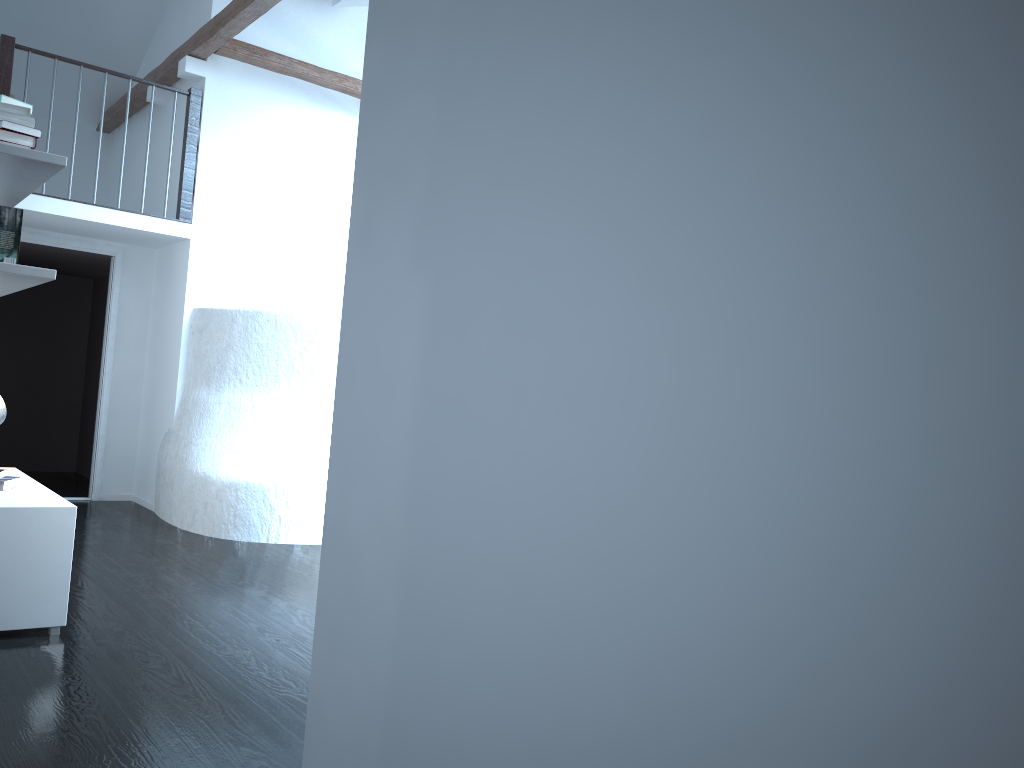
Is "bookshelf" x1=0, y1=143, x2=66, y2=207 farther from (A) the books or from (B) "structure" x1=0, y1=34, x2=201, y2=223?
(B) "structure" x1=0, y1=34, x2=201, y2=223

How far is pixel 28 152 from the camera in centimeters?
336cm

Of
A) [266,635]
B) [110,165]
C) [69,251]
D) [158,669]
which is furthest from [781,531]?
[110,165]

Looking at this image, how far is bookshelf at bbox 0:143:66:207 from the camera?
3.4 meters

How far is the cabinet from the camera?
3.37m

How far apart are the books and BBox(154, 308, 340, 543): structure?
2.0 meters

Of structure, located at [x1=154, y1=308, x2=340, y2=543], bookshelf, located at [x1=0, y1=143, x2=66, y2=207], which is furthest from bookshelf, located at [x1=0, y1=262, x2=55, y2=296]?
structure, located at [x1=154, y1=308, x2=340, y2=543]

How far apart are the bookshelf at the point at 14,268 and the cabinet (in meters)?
0.88

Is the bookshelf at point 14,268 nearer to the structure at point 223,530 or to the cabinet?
the cabinet

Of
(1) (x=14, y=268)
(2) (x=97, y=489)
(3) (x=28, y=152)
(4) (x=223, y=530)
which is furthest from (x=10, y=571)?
(2) (x=97, y=489)
